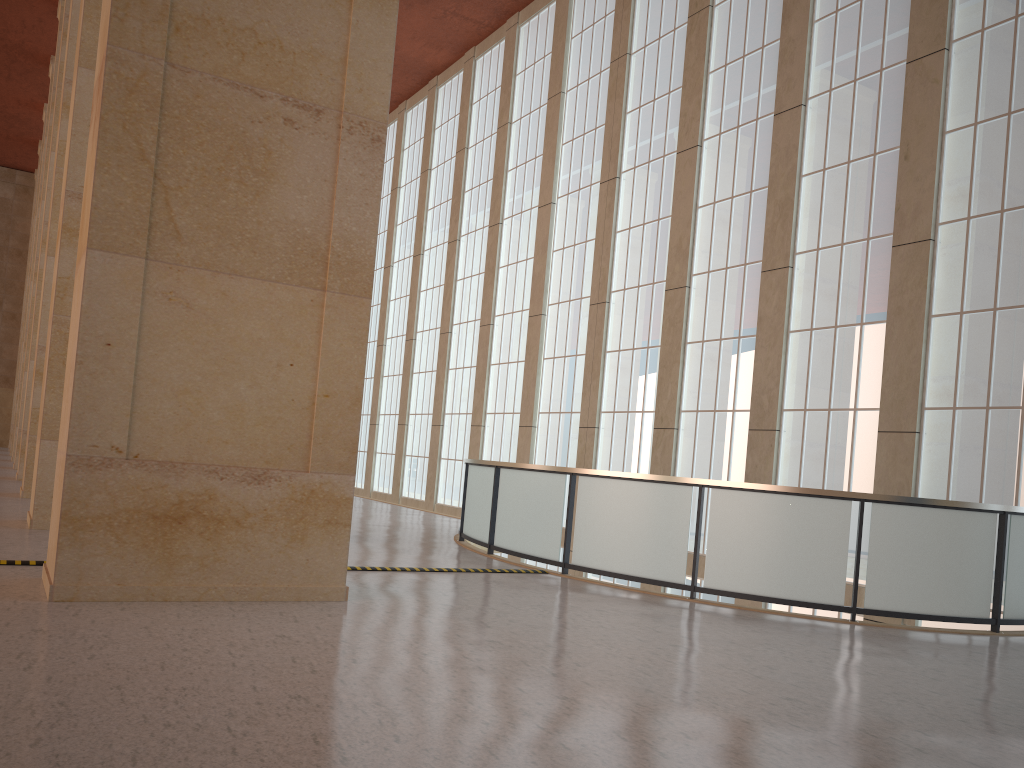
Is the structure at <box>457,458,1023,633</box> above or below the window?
below

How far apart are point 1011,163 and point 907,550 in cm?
759

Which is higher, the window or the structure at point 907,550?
the window

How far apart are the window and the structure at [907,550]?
2.4 meters

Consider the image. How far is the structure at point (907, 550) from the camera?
11.9m

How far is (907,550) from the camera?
11.9 meters

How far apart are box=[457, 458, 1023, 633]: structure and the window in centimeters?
245cm

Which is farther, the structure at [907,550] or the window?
the window

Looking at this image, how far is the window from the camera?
15.2m
